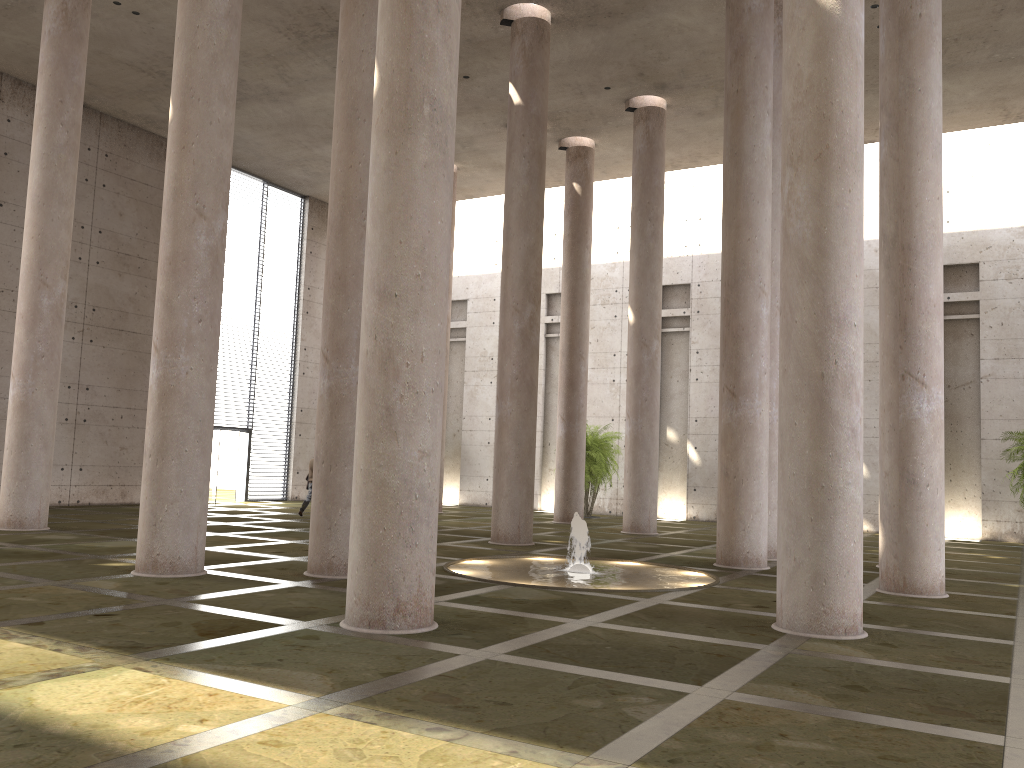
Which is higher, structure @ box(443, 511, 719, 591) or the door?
the door

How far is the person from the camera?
21.9m

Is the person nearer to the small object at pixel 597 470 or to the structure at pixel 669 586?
the small object at pixel 597 470

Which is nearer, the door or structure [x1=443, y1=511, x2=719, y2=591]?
structure [x1=443, y1=511, x2=719, y2=591]

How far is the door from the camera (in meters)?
26.56

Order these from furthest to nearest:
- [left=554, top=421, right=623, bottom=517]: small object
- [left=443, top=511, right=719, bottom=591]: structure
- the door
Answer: the door, [left=554, top=421, right=623, bottom=517]: small object, [left=443, top=511, right=719, bottom=591]: structure

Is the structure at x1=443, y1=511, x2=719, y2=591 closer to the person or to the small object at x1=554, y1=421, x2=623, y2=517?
the person

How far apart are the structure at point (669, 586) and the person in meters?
9.1

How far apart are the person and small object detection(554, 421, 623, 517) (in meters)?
8.35

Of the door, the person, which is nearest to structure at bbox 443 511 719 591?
the person
